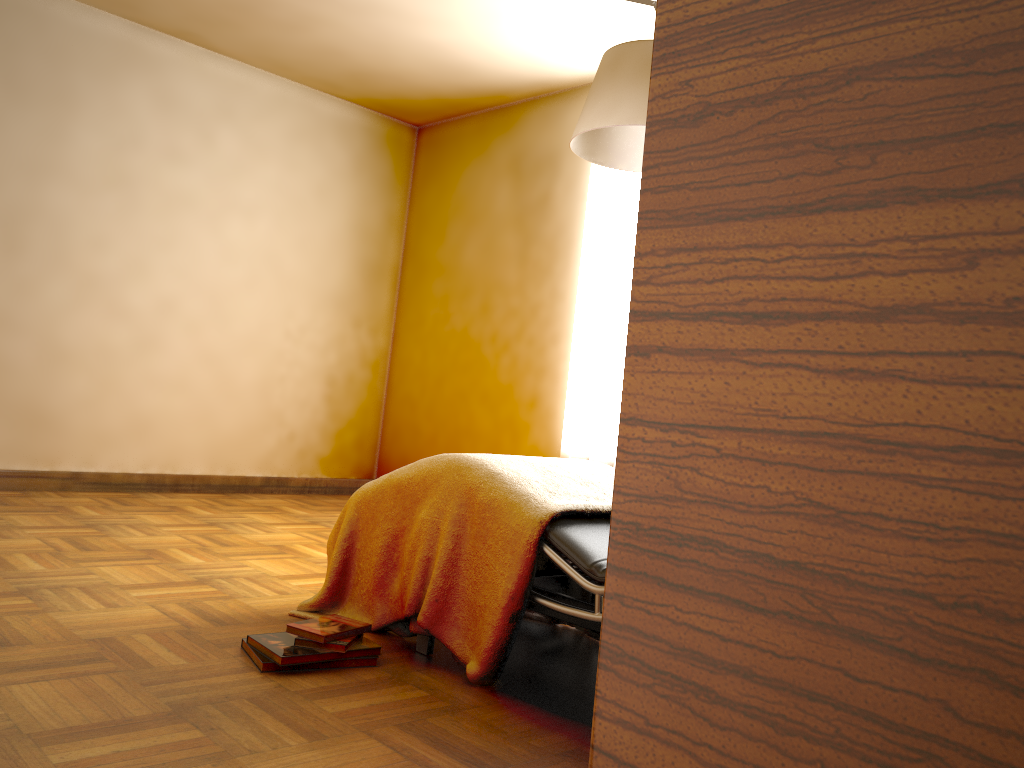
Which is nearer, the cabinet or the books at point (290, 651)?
the cabinet

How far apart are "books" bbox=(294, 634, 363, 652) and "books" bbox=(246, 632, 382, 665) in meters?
0.0 m

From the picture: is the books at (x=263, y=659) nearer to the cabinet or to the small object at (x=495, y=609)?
the small object at (x=495, y=609)

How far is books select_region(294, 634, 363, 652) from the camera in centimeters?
213cm

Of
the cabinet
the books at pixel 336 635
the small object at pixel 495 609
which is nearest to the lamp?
the small object at pixel 495 609

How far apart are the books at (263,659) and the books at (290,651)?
0.0m

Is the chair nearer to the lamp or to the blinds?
the lamp

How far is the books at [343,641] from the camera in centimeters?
213cm

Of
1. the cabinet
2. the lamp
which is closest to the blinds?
the lamp

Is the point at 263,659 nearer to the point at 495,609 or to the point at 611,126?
the point at 495,609
